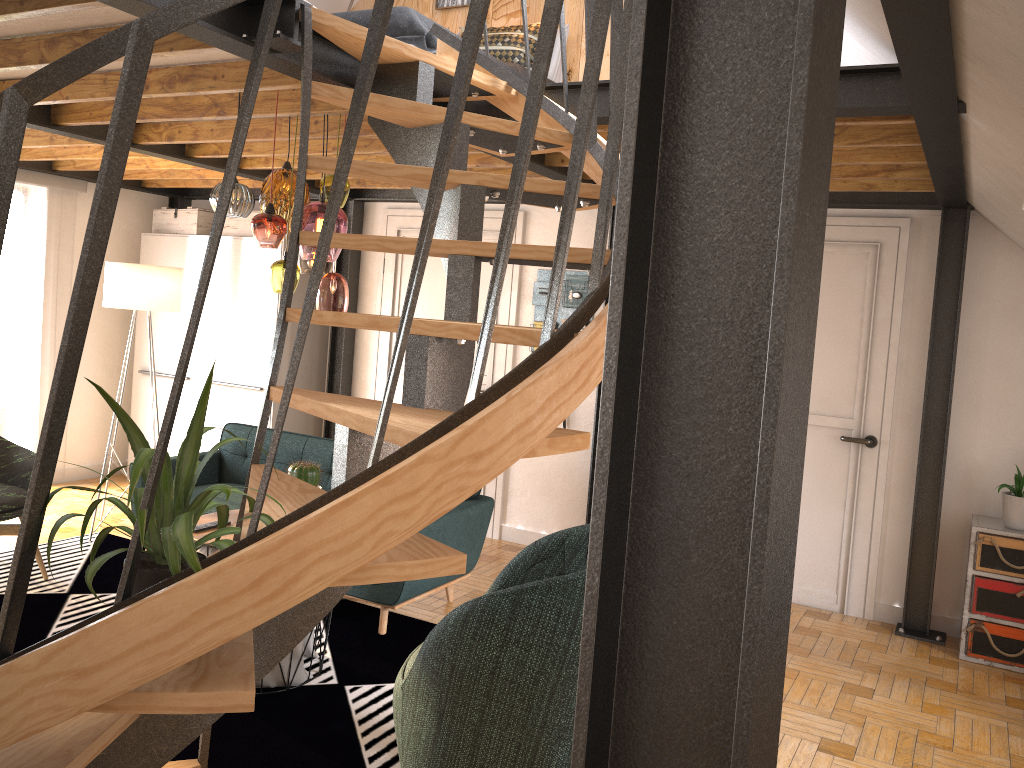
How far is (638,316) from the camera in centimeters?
73cm

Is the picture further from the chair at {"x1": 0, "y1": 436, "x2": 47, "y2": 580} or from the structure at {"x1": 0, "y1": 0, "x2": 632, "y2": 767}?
the chair at {"x1": 0, "y1": 436, "x2": 47, "y2": 580}

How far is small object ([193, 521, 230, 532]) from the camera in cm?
366

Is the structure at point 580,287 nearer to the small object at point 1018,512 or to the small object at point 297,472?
the small object at point 297,472

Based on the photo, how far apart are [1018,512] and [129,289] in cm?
510

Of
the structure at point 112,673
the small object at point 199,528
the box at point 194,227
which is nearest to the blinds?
the box at point 194,227

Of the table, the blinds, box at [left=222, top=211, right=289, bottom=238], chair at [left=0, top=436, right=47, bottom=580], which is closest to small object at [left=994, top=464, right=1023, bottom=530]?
the table

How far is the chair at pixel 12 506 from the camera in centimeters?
456cm

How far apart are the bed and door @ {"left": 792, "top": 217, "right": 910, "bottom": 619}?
1.95m

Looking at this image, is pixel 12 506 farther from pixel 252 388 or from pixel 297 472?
pixel 252 388
